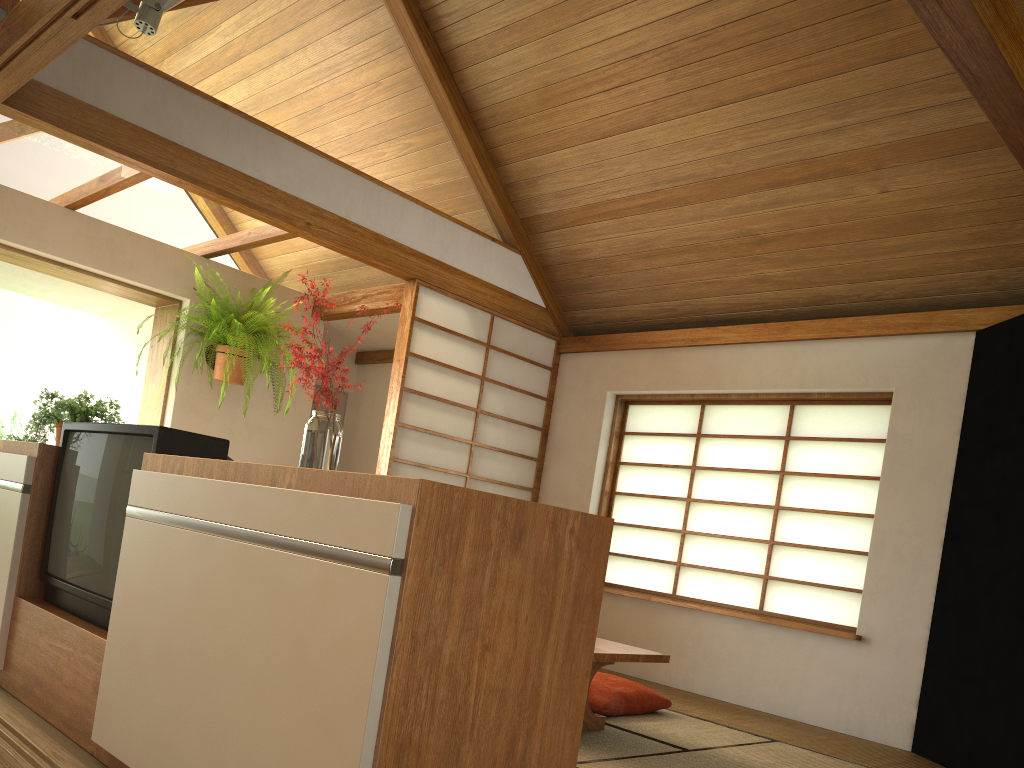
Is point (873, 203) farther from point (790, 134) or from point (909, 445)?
point (909, 445)

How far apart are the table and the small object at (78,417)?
2.0m

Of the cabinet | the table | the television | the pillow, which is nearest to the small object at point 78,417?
the cabinet

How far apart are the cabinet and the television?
0.0 meters

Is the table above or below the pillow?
above

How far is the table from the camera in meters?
3.1

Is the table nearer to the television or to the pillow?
the pillow

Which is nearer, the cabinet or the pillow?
the cabinet

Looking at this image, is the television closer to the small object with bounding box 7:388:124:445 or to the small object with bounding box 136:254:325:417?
the small object with bounding box 7:388:124:445

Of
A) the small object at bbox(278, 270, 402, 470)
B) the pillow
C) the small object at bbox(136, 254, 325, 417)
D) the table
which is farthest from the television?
the small object at bbox(136, 254, 325, 417)
